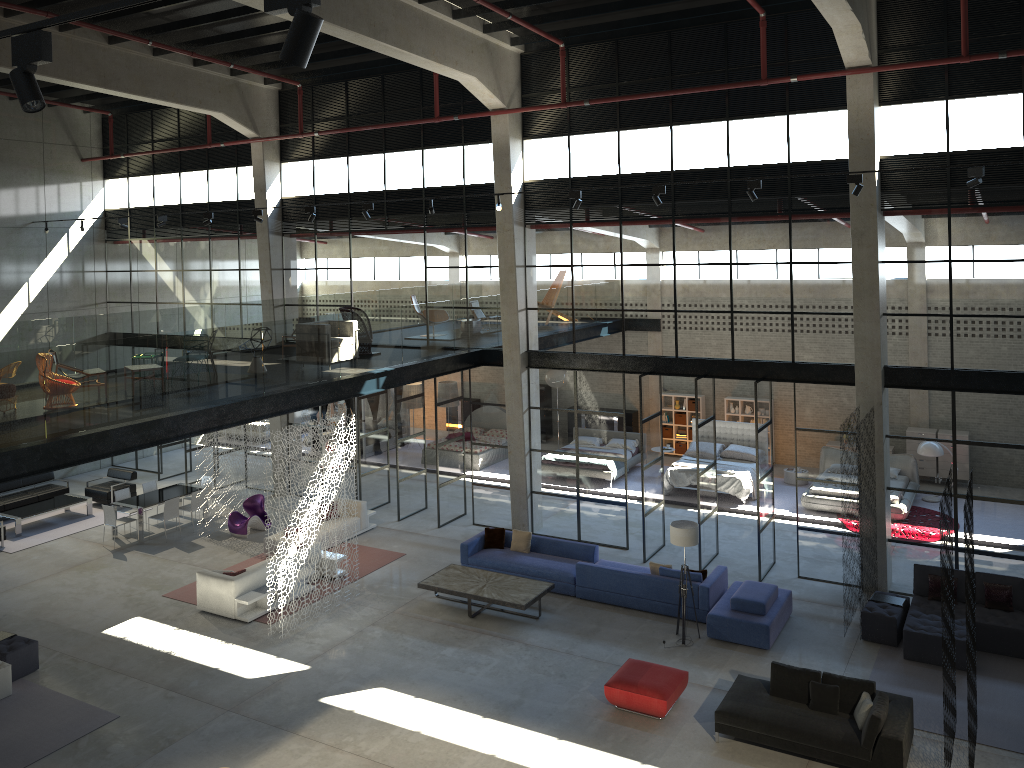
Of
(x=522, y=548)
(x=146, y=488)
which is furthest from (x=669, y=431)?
(x=146, y=488)

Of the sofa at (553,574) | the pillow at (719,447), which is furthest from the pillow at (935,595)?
the pillow at (719,447)

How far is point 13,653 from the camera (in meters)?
12.96

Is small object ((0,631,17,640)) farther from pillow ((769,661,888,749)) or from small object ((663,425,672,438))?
small object ((663,425,672,438))

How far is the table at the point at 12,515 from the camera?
19.66m

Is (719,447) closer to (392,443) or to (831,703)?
(392,443)

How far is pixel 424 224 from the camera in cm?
1924

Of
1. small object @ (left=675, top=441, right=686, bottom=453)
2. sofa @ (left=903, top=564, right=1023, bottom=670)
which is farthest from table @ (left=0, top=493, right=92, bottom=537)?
sofa @ (left=903, top=564, right=1023, bottom=670)

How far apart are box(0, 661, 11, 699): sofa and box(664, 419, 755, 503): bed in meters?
13.9 m

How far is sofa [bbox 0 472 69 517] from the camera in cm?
2068
